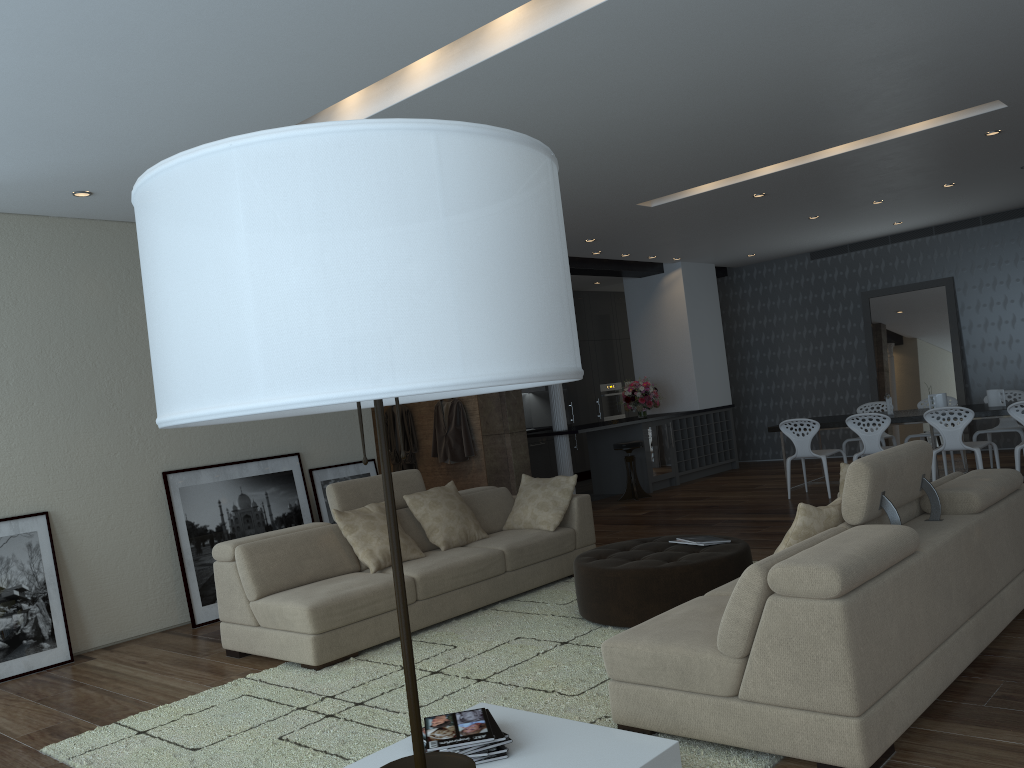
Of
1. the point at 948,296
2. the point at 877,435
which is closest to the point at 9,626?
the point at 877,435

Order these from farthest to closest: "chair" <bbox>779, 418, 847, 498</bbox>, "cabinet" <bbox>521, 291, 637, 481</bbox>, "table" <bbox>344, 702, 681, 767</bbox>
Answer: "cabinet" <bbox>521, 291, 637, 481</bbox>, "chair" <bbox>779, 418, 847, 498</bbox>, "table" <bbox>344, 702, 681, 767</bbox>

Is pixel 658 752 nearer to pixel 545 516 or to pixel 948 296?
pixel 545 516

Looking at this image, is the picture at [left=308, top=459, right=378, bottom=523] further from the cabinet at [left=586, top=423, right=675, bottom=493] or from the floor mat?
the cabinet at [left=586, top=423, right=675, bottom=493]

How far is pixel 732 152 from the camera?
6.62m

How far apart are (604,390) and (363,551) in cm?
924

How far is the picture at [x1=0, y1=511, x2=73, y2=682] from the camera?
5.6m

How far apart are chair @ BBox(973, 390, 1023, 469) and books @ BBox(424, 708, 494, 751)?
8.02m

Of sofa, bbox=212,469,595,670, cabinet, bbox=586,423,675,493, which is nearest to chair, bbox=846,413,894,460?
cabinet, bbox=586,423,675,493

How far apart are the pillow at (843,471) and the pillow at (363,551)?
2.69m
